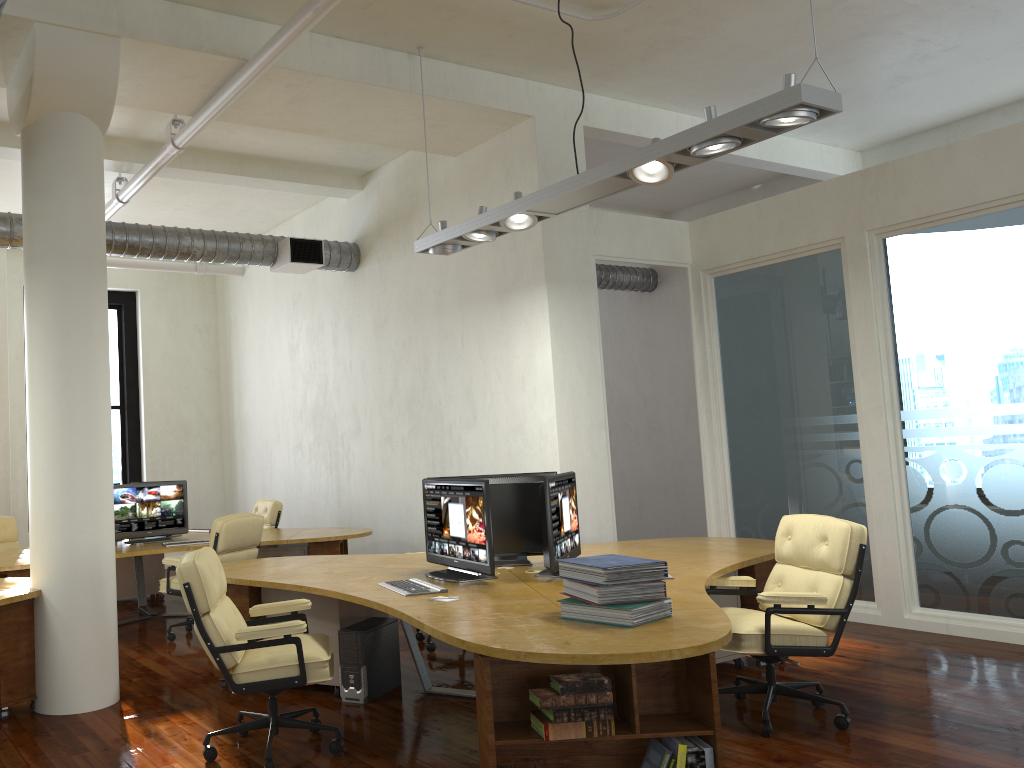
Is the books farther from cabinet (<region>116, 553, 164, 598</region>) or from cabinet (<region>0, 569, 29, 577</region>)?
cabinet (<region>116, 553, 164, 598</region>)

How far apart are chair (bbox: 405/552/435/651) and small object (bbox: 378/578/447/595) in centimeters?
177cm

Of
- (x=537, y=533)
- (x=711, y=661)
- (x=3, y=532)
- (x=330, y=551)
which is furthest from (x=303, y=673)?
(x=3, y=532)

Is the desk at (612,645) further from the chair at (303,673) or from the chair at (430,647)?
the chair at (430,647)

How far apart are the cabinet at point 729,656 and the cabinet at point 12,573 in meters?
5.1 m

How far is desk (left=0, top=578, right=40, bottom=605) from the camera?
5.1m

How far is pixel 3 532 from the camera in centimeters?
908cm

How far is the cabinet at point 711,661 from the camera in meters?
3.3

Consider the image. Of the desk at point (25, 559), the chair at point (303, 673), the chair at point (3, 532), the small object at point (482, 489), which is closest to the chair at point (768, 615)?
the small object at point (482, 489)

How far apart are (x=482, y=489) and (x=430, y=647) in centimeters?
218cm
